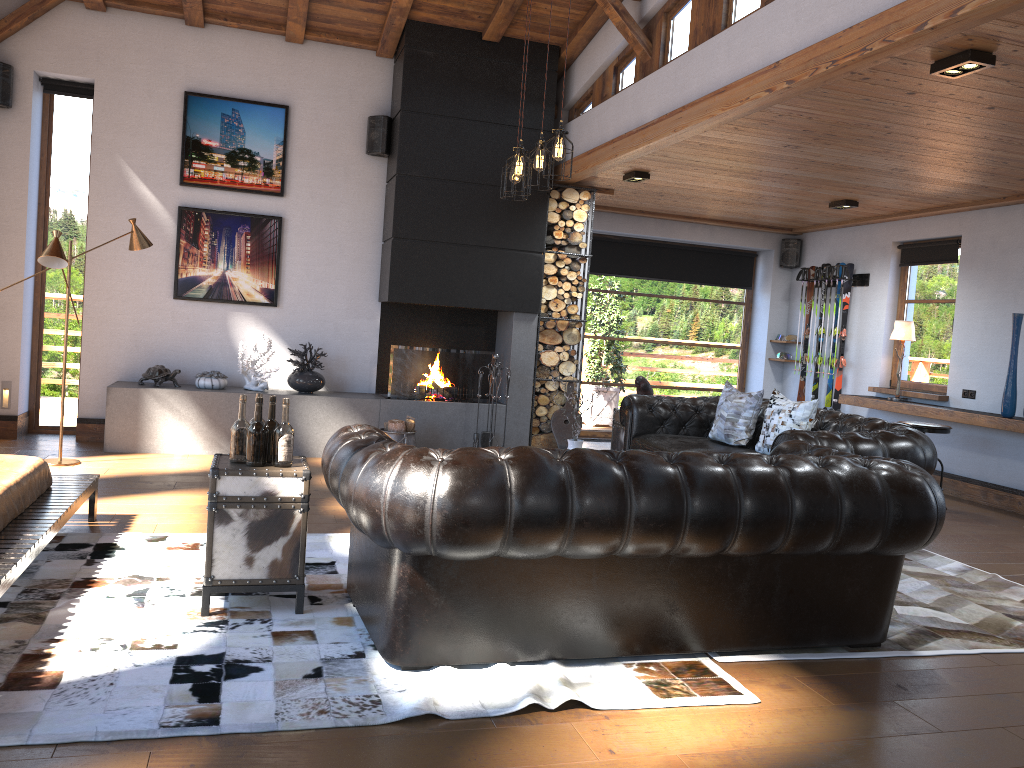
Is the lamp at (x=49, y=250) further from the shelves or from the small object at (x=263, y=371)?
the shelves

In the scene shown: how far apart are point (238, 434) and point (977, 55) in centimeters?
370cm

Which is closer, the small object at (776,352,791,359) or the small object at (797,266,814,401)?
the small object at (797,266,814,401)

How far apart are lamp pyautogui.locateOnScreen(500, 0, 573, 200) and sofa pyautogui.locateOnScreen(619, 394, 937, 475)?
2.1 meters

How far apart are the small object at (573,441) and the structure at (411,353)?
3.0m

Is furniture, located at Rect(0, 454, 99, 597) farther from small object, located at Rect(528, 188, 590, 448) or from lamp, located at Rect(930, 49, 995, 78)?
lamp, located at Rect(930, 49, 995, 78)

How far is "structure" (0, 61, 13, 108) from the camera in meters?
7.2 m

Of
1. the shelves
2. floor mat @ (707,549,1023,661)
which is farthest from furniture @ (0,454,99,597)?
the shelves

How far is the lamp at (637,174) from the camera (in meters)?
7.65

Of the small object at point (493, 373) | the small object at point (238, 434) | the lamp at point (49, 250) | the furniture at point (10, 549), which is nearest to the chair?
the small object at point (493, 373)
